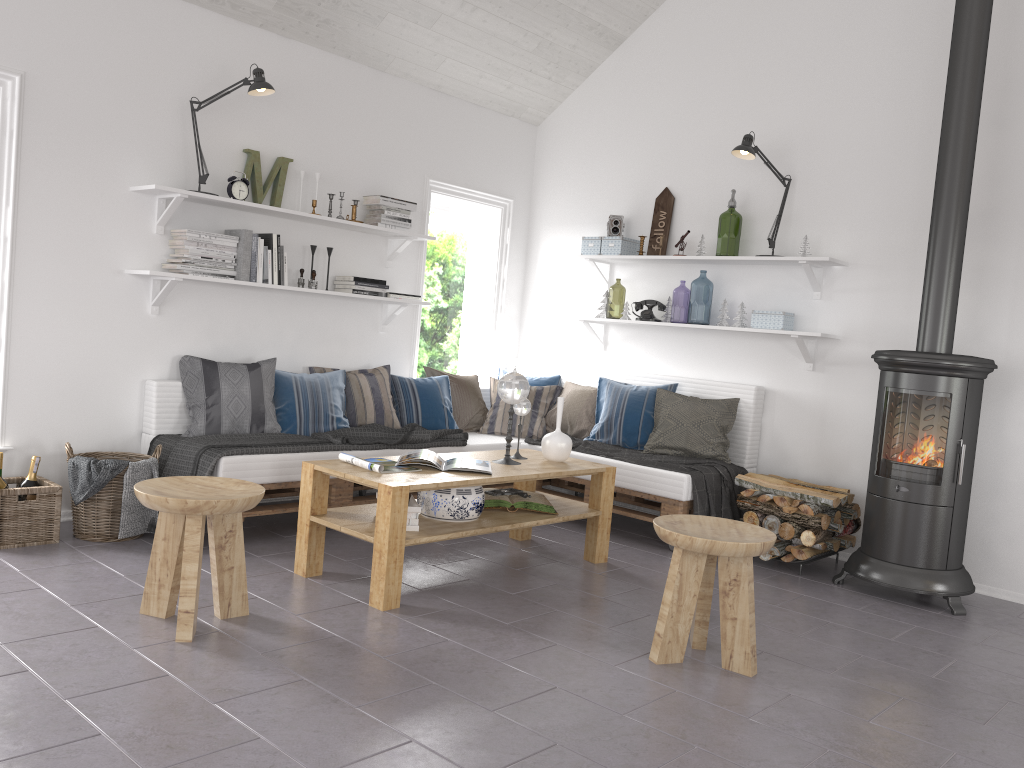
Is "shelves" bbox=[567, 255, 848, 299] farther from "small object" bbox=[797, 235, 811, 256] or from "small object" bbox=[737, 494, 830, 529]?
"small object" bbox=[737, 494, 830, 529]

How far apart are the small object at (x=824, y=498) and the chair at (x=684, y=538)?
1.35m

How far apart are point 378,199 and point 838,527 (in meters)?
3.17

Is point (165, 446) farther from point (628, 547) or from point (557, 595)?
point (628, 547)

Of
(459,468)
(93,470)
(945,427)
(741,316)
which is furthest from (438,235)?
(945,427)

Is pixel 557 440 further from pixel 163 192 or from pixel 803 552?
pixel 163 192

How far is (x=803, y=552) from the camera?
4.5 meters

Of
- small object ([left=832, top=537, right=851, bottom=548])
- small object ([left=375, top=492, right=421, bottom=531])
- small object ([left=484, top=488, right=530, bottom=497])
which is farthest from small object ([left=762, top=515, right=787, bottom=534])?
small object ([left=375, top=492, right=421, bottom=531])

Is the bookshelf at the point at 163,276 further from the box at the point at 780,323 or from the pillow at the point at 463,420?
the box at the point at 780,323

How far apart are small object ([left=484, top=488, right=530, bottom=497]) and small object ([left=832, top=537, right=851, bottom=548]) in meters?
1.7 m
